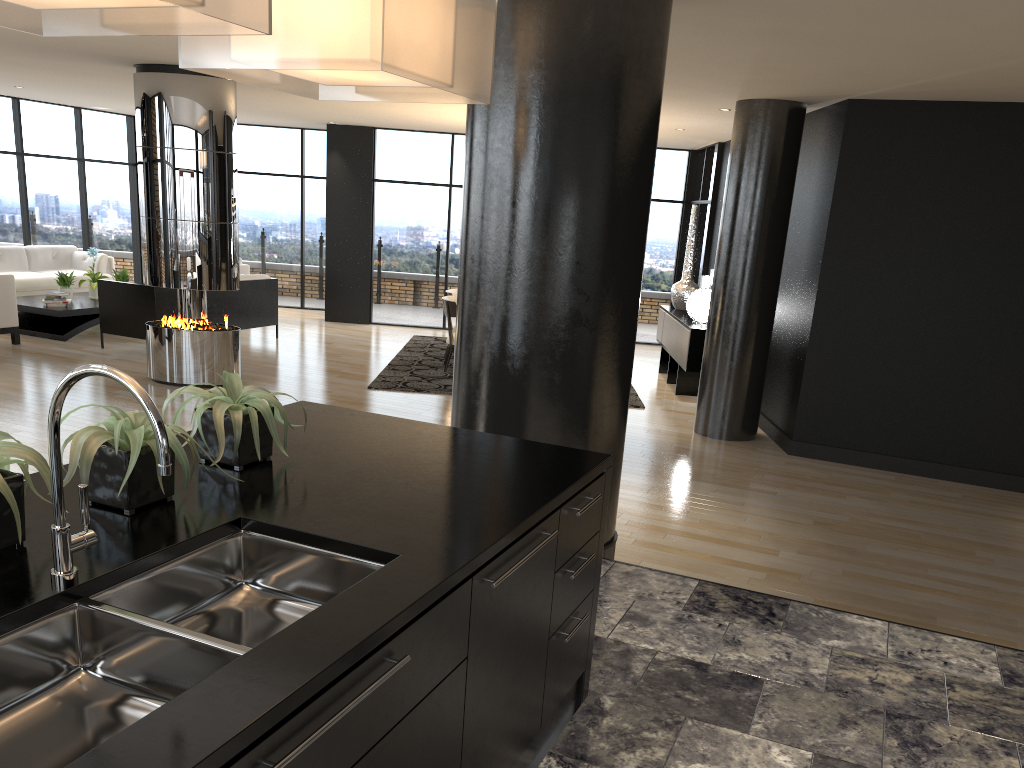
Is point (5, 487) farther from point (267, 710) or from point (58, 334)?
point (58, 334)

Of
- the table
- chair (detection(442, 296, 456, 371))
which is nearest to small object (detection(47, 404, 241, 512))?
chair (detection(442, 296, 456, 371))

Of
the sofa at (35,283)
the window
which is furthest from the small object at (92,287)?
the window

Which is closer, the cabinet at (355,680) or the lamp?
the cabinet at (355,680)

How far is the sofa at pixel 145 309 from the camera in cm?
942

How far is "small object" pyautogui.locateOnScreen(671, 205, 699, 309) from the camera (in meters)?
10.51

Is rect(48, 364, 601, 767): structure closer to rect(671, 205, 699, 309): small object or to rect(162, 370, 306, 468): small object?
rect(162, 370, 306, 468): small object

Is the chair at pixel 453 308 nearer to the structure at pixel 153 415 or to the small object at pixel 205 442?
the small object at pixel 205 442

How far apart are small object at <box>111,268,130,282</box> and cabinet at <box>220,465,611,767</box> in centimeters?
1028cm

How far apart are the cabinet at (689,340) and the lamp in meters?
0.4 m
